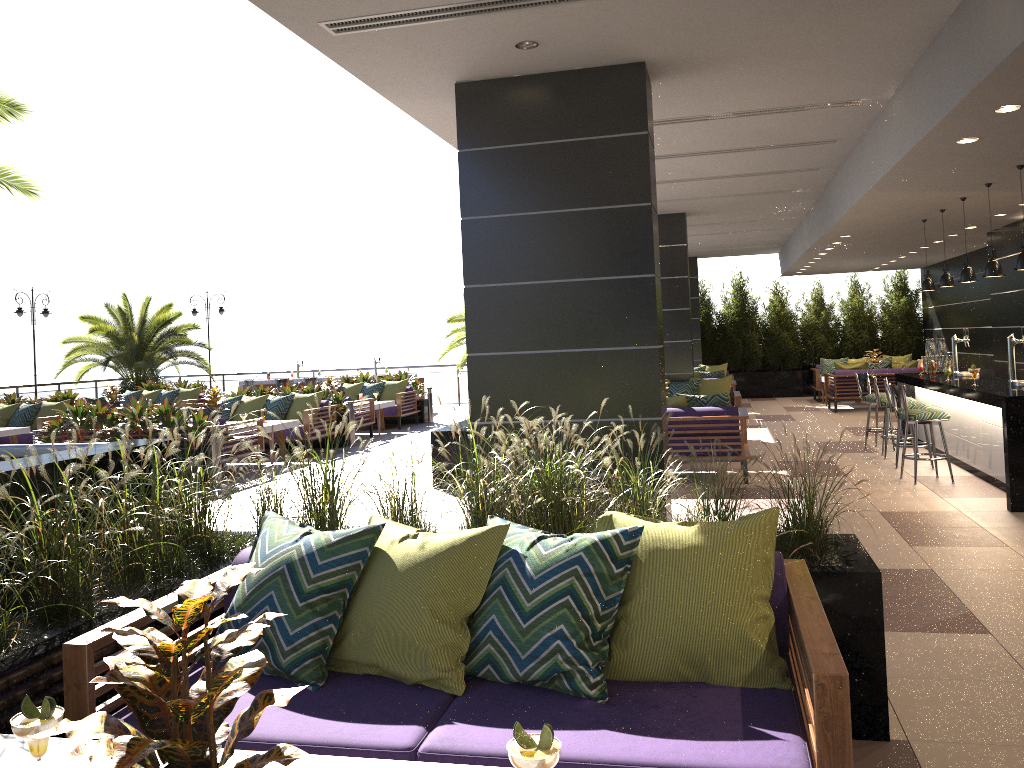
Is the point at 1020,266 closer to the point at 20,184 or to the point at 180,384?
the point at 20,184

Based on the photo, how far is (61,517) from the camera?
3.0 meters

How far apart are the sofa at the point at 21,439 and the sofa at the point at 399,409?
4.94m

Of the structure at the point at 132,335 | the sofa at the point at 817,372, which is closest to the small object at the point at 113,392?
the structure at the point at 132,335

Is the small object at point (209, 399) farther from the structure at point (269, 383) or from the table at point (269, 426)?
the structure at point (269, 383)

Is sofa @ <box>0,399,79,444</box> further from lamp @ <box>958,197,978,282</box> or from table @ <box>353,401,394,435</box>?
lamp @ <box>958,197,978,282</box>

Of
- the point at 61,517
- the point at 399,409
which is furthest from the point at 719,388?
the point at 61,517

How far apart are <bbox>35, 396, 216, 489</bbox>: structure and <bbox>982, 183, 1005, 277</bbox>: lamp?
8.3m

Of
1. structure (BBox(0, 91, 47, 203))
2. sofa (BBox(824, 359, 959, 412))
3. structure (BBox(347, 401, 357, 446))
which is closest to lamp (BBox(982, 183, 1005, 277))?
sofa (BBox(824, 359, 959, 412))

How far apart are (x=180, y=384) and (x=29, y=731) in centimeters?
1807cm
